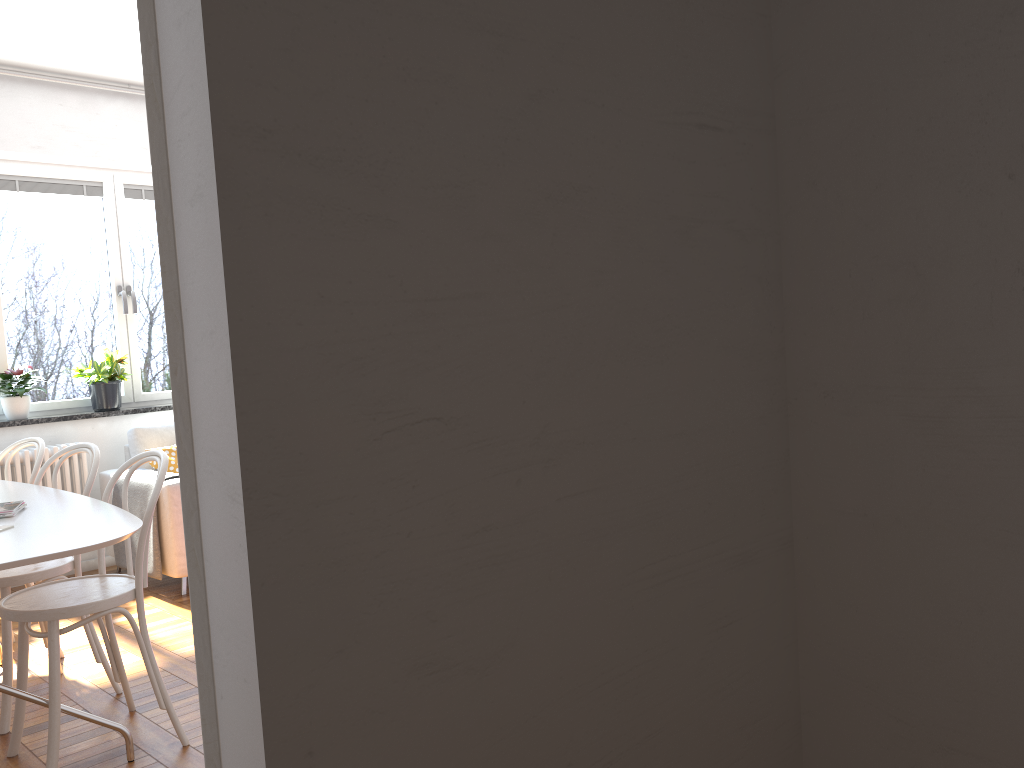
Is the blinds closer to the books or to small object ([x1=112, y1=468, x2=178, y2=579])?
small object ([x1=112, y1=468, x2=178, y2=579])

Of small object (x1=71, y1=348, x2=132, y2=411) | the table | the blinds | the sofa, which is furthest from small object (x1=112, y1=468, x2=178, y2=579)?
the blinds

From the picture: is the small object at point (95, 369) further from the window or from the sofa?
the sofa

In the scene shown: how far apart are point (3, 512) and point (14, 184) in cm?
333

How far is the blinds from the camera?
5.2m

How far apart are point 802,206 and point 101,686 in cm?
308

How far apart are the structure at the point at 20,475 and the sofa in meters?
0.1

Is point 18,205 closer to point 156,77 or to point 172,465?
point 172,465

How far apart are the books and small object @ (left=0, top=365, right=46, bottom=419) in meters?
2.5 m

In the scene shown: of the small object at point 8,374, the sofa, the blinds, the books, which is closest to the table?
the books
